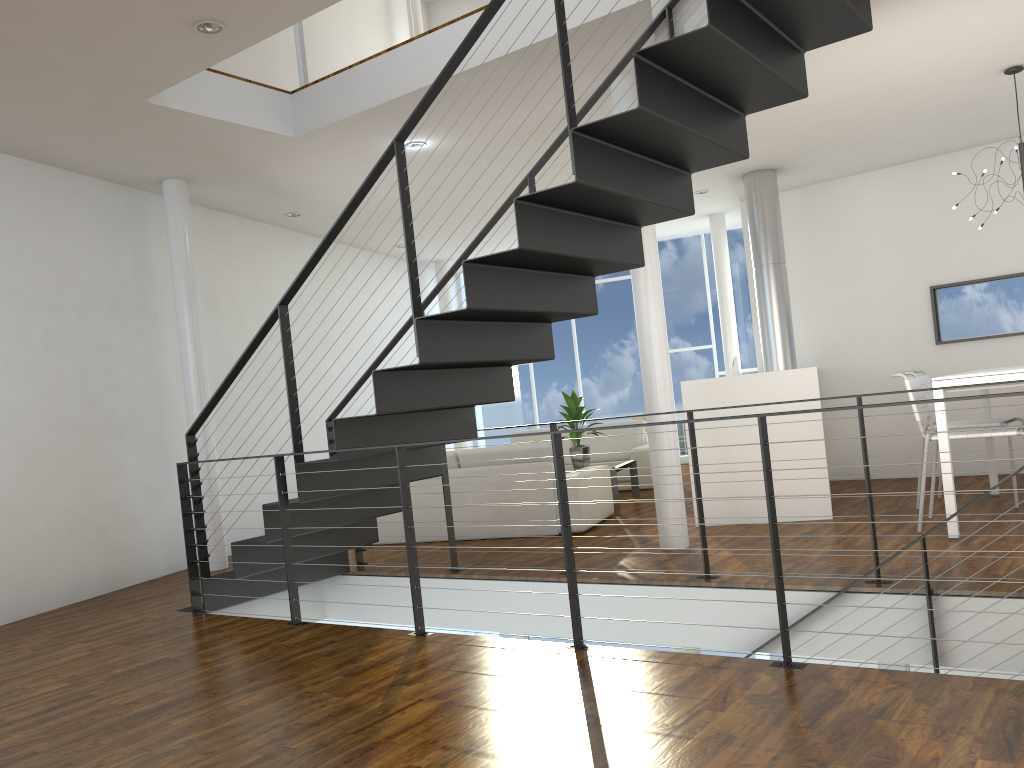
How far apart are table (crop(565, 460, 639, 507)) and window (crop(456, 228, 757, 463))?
2.70m

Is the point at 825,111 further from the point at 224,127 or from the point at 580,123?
the point at 224,127

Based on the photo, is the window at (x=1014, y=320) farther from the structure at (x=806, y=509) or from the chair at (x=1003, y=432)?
the chair at (x=1003, y=432)

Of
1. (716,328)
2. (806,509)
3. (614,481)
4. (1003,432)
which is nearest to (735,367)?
(614,481)

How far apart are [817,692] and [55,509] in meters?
4.0 m

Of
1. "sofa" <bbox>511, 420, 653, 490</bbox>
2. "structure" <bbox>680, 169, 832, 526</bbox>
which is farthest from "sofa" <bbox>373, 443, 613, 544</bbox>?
"sofa" <bbox>511, 420, 653, 490</bbox>

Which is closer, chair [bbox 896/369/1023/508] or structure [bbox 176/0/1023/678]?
structure [bbox 176/0/1023/678]

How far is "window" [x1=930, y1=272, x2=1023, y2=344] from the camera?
5.9 meters

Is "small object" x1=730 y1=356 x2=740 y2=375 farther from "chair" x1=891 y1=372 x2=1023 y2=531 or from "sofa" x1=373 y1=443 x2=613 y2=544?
"chair" x1=891 y1=372 x2=1023 y2=531

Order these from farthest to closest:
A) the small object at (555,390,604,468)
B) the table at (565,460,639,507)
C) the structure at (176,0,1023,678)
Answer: the small object at (555,390,604,468)
the table at (565,460,639,507)
the structure at (176,0,1023,678)
